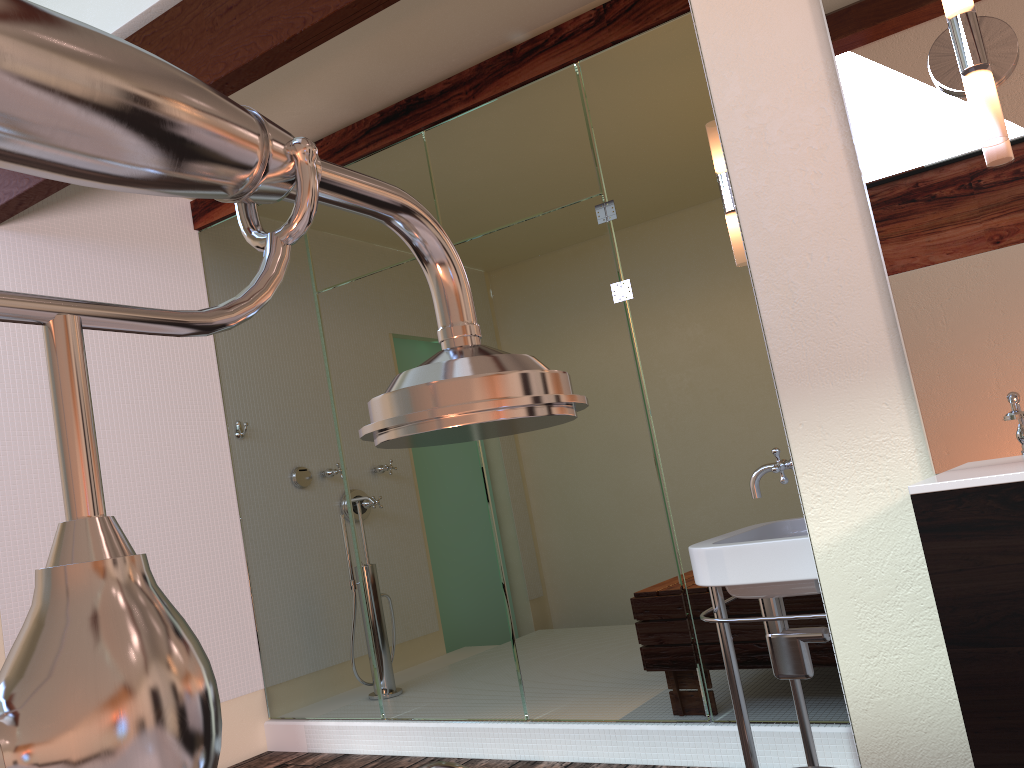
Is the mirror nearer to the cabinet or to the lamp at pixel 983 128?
the lamp at pixel 983 128

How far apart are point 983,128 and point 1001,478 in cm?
61

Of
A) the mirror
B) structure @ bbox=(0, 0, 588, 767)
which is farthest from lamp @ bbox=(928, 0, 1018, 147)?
structure @ bbox=(0, 0, 588, 767)

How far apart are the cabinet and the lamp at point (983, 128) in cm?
60

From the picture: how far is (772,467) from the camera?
1.9m

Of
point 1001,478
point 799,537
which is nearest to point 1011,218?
point 1001,478

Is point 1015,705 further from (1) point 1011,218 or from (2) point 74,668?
(2) point 74,668

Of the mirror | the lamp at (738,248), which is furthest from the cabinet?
the lamp at (738,248)

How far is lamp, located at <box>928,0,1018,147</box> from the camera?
1.4 meters

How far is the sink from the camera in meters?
1.8 m
